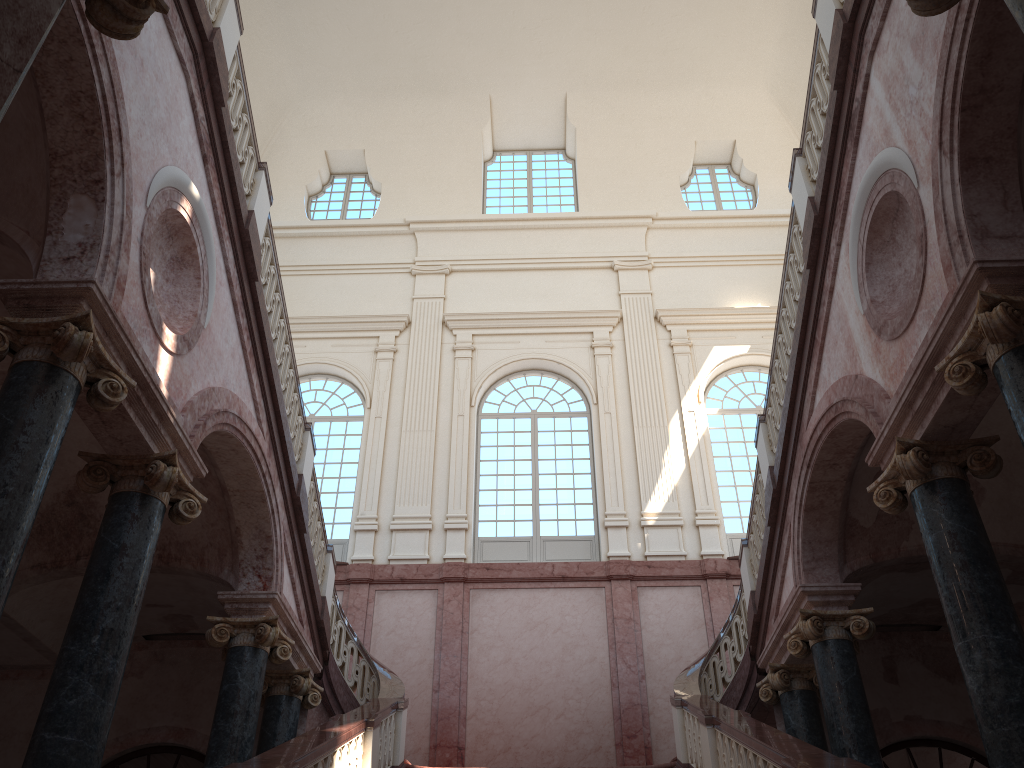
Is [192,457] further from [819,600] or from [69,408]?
[819,600]
